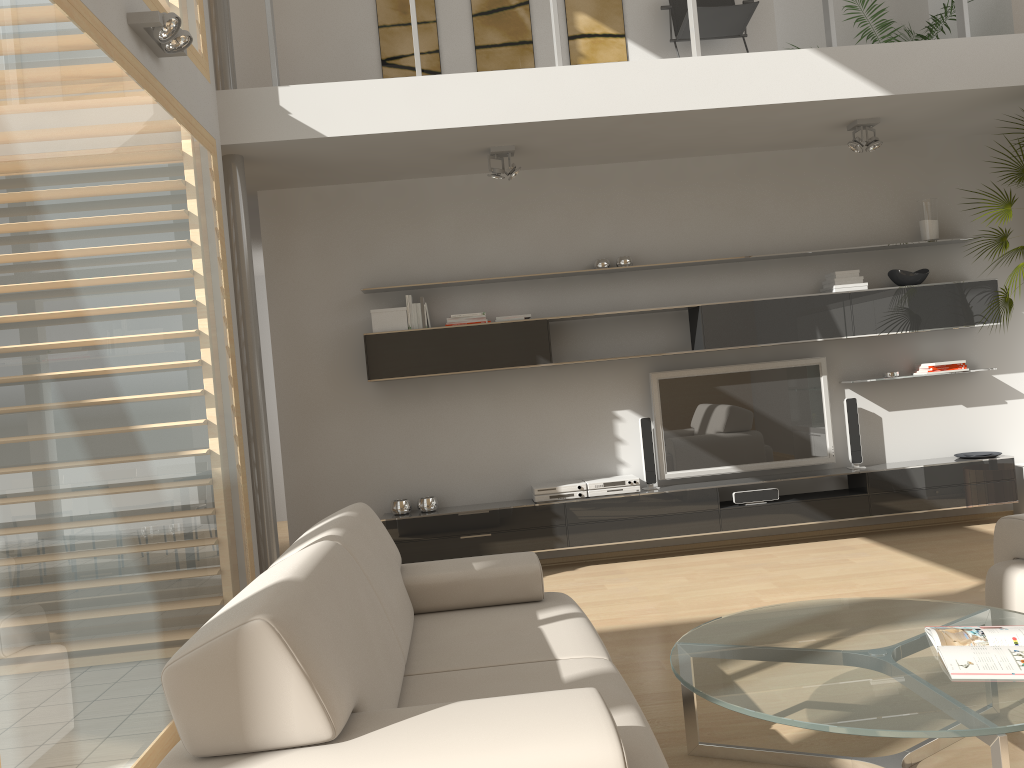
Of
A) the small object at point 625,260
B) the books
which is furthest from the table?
the small object at point 625,260

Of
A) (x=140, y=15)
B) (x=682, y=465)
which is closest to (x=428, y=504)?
(x=682, y=465)

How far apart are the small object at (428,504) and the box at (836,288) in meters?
3.0

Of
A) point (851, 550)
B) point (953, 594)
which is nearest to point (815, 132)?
point (851, 550)

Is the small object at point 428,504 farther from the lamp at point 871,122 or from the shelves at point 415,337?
the lamp at point 871,122

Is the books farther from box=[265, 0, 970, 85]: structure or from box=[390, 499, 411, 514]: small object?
box=[390, 499, 411, 514]: small object

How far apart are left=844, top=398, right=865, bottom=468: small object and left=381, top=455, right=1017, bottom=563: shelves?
0.07m

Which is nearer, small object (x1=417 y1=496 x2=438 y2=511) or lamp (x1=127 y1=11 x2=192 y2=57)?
lamp (x1=127 y1=11 x2=192 y2=57)

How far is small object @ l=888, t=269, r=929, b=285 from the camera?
5.96m

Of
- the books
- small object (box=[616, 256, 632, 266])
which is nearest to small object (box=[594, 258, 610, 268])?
small object (box=[616, 256, 632, 266])
